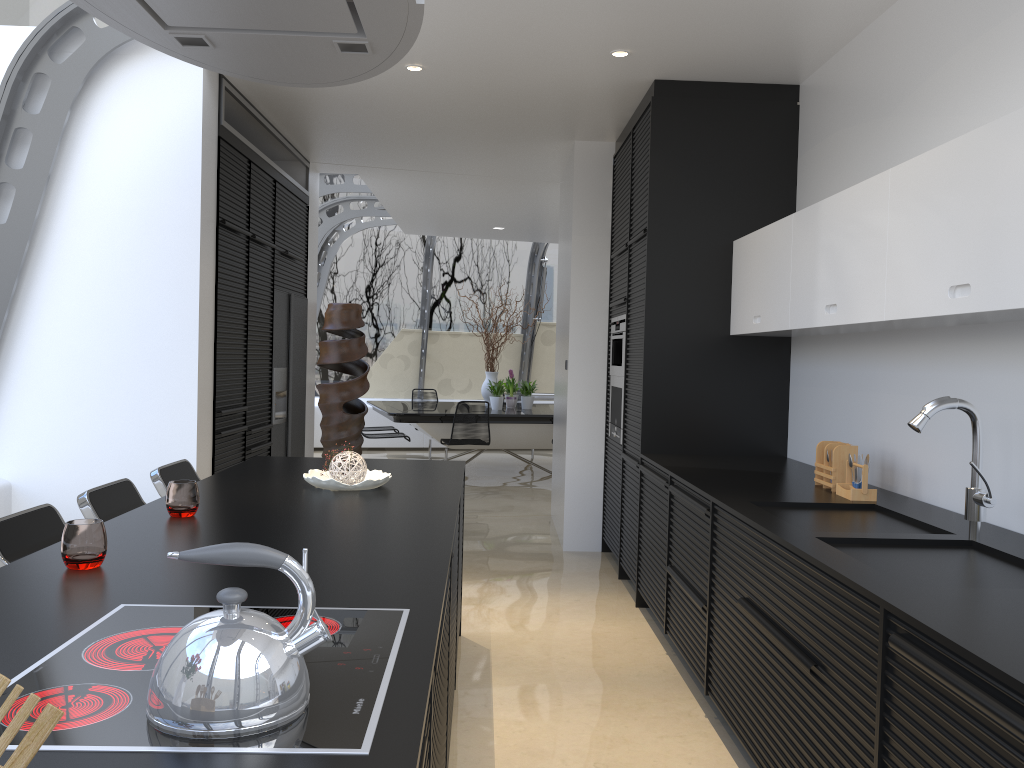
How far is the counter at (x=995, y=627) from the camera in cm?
174

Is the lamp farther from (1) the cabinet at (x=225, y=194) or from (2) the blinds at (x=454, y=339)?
(2) the blinds at (x=454, y=339)

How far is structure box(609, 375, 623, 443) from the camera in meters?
5.7 m

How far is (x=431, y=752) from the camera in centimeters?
148cm

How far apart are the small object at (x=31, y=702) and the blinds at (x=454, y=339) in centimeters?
1231cm

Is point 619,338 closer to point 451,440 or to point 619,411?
point 619,411

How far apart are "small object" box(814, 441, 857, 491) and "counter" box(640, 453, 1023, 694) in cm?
3

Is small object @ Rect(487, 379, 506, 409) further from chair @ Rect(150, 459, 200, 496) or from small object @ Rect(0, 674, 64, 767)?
small object @ Rect(0, 674, 64, 767)

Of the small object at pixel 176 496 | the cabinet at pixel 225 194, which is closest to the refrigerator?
the cabinet at pixel 225 194

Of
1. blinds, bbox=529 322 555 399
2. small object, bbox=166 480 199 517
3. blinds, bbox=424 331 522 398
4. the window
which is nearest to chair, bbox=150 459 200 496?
small object, bbox=166 480 199 517
